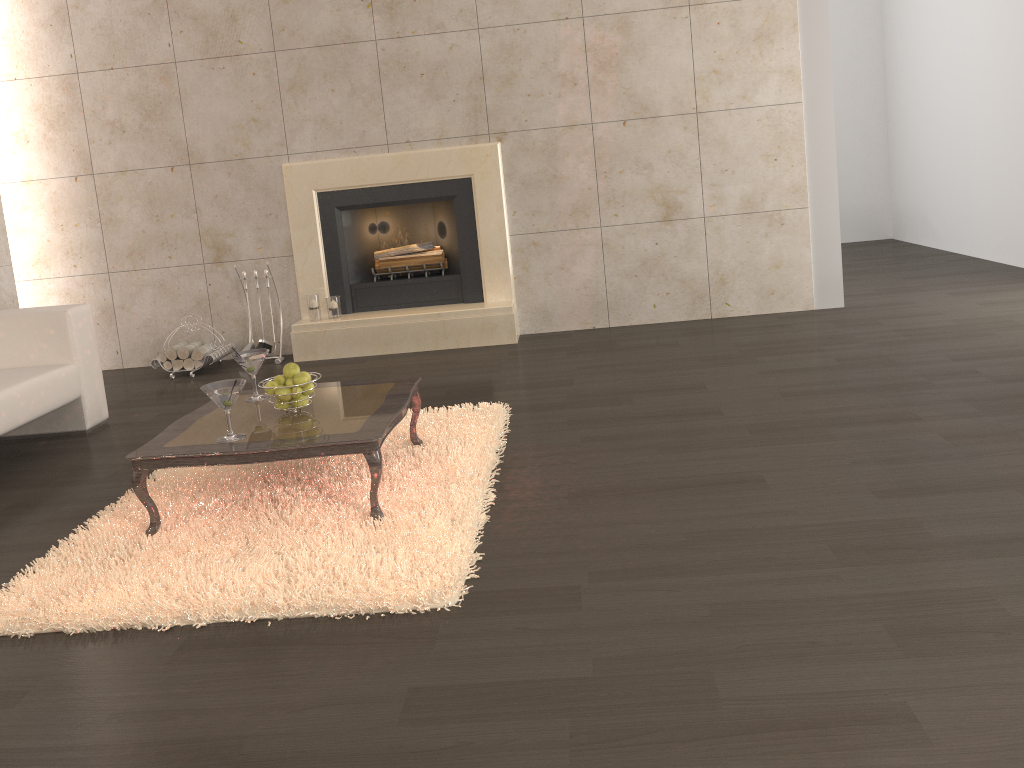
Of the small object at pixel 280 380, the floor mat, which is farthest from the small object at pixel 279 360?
the small object at pixel 280 380

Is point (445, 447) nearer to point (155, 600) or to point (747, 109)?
point (155, 600)

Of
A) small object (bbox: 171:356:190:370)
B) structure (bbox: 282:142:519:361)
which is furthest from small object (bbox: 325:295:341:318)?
small object (bbox: 171:356:190:370)

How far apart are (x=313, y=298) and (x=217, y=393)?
3.1 meters

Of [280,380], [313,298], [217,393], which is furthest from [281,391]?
[313,298]

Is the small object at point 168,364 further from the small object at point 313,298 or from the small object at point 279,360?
the small object at point 313,298

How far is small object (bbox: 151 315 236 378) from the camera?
5.84m

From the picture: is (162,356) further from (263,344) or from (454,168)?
→ (454,168)

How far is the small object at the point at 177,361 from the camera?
5.85m

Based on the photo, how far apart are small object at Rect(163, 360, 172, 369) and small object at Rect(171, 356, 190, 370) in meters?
0.0
